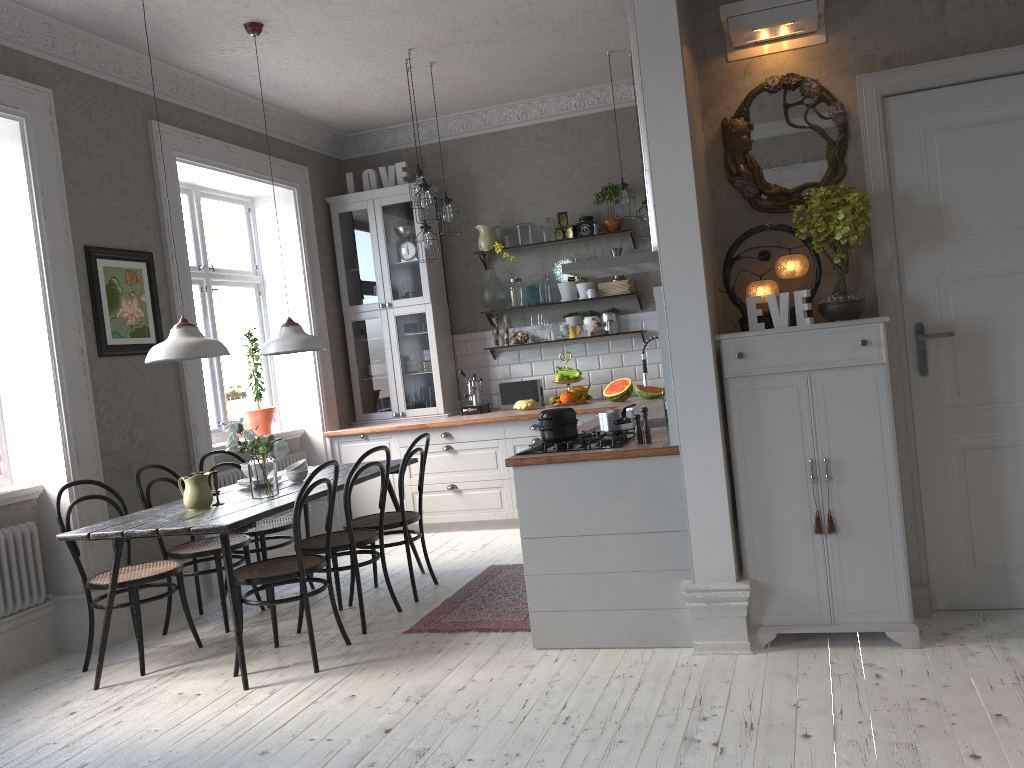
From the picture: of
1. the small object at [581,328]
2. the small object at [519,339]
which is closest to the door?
the small object at [581,328]

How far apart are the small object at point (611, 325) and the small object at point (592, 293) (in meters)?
0.27

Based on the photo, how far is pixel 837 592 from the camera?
3.5 meters

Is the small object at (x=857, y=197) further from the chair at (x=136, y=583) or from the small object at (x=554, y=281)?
the small object at (x=554, y=281)

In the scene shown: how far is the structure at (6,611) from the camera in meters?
4.4 m

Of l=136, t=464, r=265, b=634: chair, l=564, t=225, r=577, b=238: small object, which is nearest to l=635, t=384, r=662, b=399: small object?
l=564, t=225, r=577, b=238: small object

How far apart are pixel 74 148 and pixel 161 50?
0.8m

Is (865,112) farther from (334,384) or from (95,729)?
(334,384)

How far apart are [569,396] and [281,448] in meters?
2.9 m

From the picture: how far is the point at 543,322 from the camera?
7.1 meters
